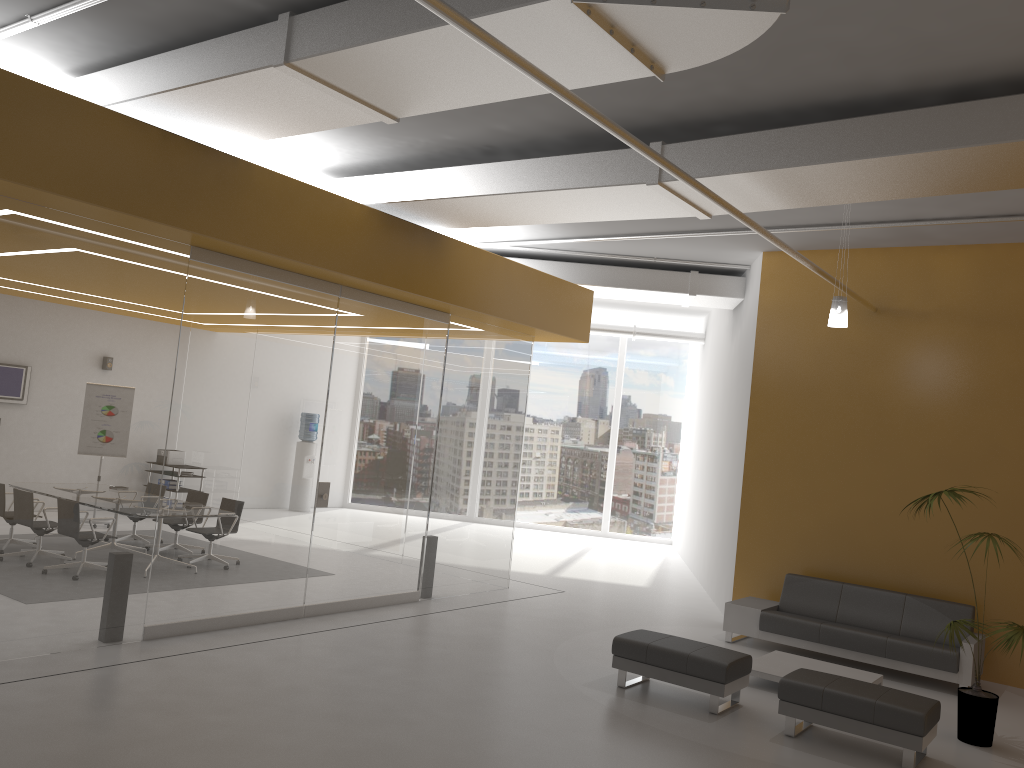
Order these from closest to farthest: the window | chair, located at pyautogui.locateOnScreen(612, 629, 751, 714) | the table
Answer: chair, located at pyautogui.locateOnScreen(612, 629, 751, 714) < the table < the window

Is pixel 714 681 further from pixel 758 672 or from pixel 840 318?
pixel 840 318

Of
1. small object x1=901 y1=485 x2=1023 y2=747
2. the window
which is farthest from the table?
the window

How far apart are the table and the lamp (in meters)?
3.13

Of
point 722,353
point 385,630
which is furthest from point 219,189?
point 722,353

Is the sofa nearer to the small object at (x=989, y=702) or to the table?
the table

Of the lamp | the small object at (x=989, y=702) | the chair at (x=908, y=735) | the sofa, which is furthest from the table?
the lamp

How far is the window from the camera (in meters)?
18.70

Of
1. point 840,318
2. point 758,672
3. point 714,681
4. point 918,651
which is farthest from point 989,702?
point 840,318

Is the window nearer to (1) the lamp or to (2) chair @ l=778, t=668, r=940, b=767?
(1) the lamp
